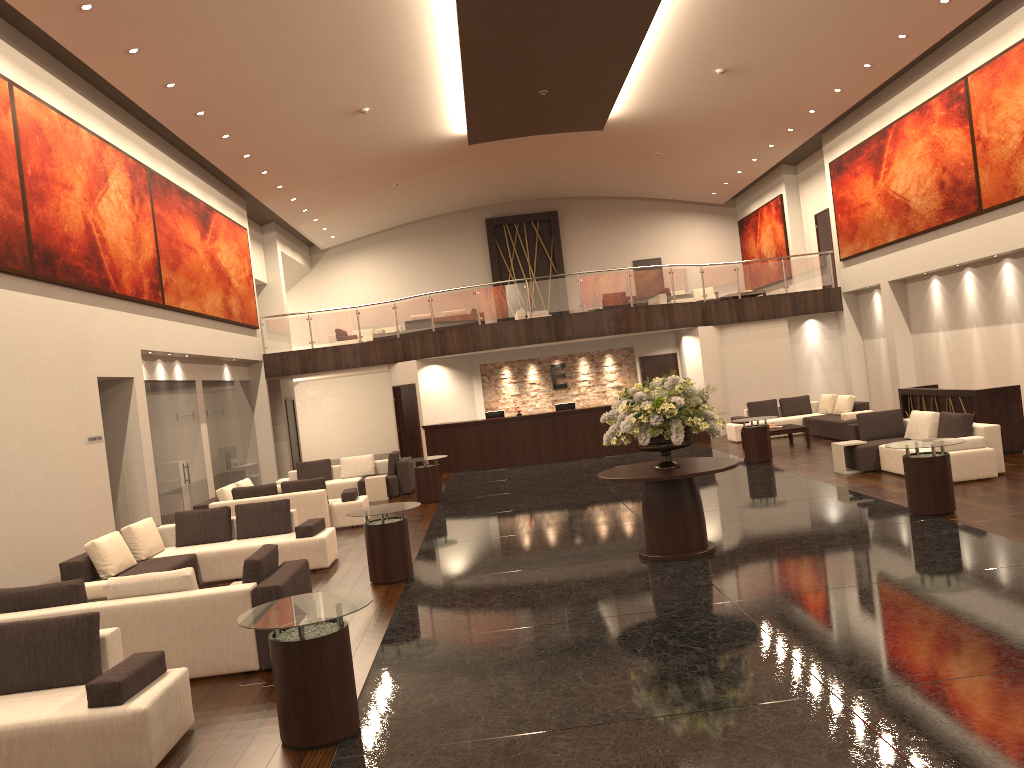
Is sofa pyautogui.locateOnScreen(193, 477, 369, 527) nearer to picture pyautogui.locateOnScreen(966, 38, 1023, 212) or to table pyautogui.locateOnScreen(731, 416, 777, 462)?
table pyautogui.locateOnScreen(731, 416, 777, 462)

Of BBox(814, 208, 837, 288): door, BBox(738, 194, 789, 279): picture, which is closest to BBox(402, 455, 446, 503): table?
BBox(814, 208, 837, 288): door

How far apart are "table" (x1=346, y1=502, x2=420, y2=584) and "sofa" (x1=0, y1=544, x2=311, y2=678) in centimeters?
174cm

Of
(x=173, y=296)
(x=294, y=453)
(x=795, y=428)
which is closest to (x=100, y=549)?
(x=173, y=296)

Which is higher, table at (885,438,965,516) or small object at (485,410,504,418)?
small object at (485,410,504,418)

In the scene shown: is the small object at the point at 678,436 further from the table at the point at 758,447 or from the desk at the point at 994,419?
the table at the point at 758,447

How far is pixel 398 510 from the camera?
9.5m

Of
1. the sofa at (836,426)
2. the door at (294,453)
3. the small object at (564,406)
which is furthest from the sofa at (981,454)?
the door at (294,453)

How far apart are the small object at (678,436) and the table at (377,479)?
8.39m

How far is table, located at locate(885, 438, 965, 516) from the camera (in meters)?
9.75
